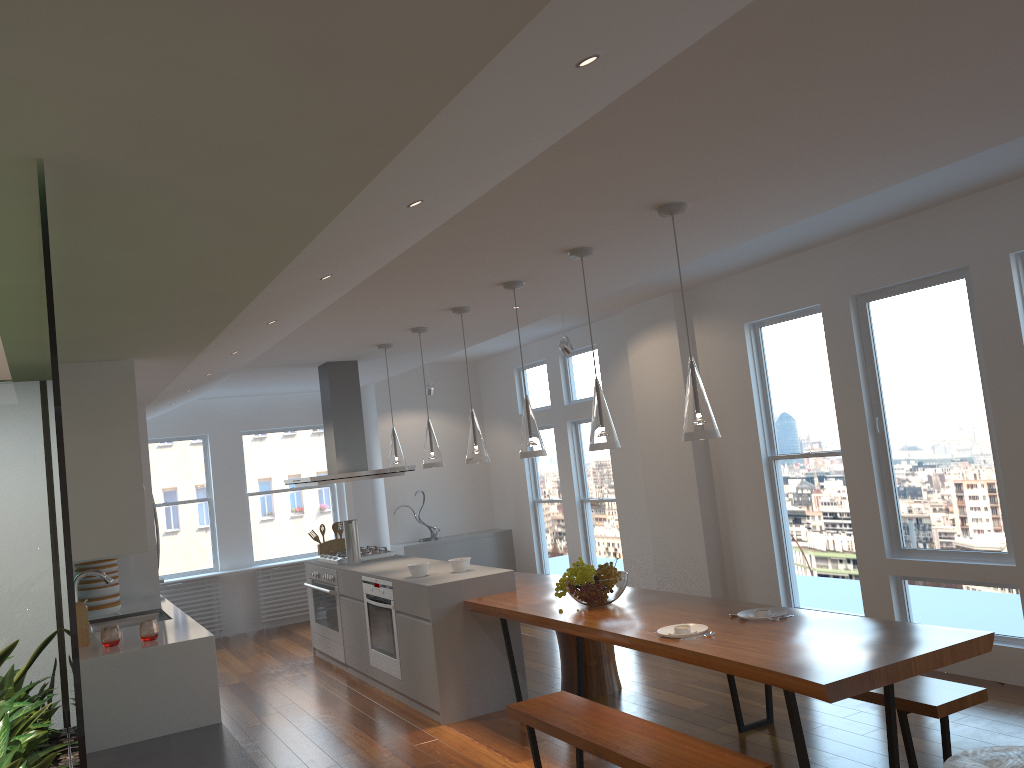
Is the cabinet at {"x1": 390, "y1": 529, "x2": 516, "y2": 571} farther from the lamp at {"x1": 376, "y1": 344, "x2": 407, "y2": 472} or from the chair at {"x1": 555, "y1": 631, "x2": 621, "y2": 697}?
the chair at {"x1": 555, "y1": 631, "x2": 621, "y2": 697}

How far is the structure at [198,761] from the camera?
3.9m

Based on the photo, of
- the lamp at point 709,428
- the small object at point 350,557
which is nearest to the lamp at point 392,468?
the small object at point 350,557

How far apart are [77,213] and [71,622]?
1.0 meters

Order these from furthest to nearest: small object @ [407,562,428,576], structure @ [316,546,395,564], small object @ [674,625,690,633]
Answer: structure @ [316,546,395,564], small object @ [407,562,428,576], small object @ [674,625,690,633]

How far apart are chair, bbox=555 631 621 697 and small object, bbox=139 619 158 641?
2.4 meters

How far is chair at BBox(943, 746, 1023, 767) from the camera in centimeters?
286cm

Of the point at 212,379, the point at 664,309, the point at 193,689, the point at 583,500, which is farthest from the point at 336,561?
the point at 664,309

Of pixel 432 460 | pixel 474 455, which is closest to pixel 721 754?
pixel 474 455

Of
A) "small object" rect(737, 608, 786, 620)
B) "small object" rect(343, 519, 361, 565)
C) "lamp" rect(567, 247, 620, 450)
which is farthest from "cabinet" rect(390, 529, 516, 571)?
"small object" rect(737, 608, 786, 620)
